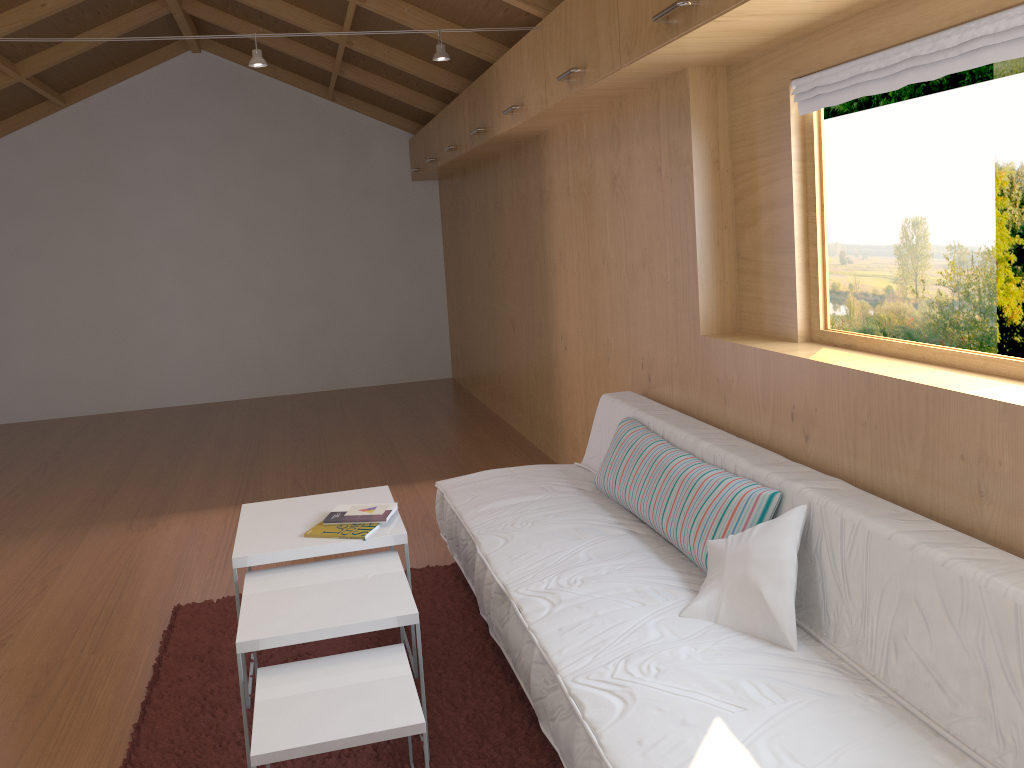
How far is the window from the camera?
2.0m

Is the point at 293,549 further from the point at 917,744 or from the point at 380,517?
the point at 917,744

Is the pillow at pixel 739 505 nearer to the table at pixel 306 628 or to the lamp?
the table at pixel 306 628

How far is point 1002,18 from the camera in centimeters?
181cm

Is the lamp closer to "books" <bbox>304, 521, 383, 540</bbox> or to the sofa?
the sofa

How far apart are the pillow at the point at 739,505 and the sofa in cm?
2

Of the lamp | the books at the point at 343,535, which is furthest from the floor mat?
the lamp

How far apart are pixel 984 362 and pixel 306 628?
1.7 meters

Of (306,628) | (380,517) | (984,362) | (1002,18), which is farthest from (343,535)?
(1002,18)

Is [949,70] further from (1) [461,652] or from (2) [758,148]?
(1) [461,652]
